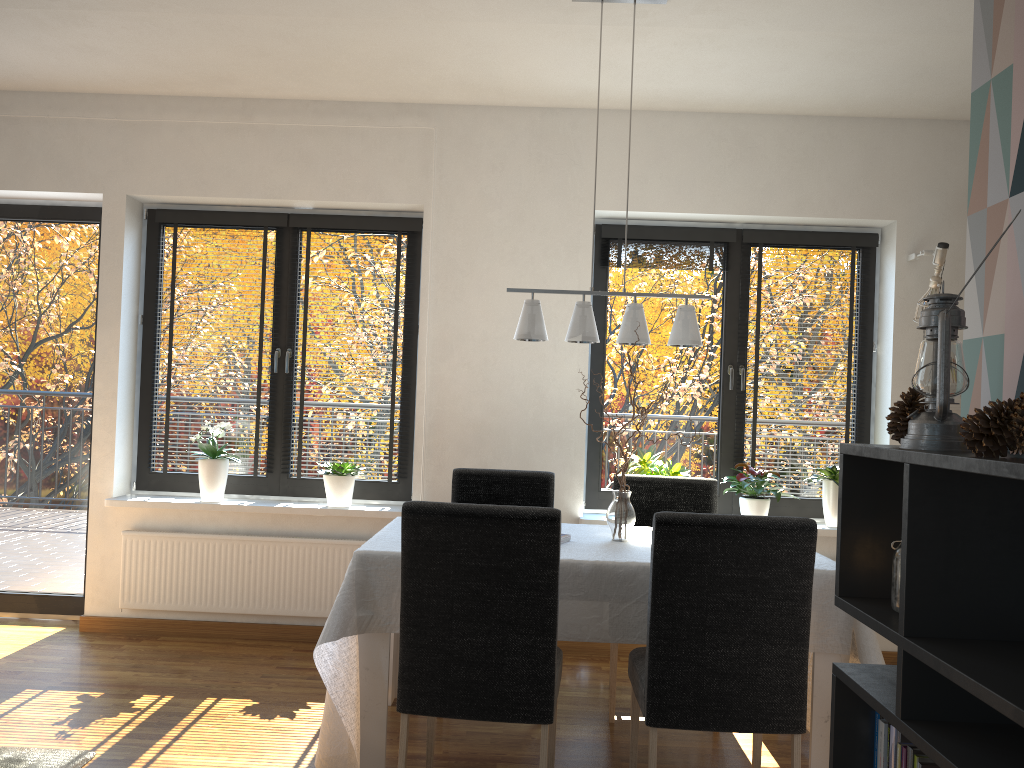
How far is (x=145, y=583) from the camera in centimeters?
451cm

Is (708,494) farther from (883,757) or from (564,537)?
(883,757)

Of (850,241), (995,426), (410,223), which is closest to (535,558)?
(995,426)

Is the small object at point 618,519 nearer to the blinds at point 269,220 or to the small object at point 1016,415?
the small object at point 1016,415

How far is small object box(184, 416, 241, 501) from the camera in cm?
453

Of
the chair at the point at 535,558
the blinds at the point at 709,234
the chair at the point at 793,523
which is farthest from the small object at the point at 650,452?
the chair at the point at 535,558

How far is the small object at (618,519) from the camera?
3.2 meters

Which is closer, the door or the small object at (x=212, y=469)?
the small object at (x=212, y=469)

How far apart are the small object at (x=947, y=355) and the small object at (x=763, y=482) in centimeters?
297cm

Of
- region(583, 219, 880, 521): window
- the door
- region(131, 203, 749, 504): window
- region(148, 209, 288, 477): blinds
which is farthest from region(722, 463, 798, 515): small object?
the door
